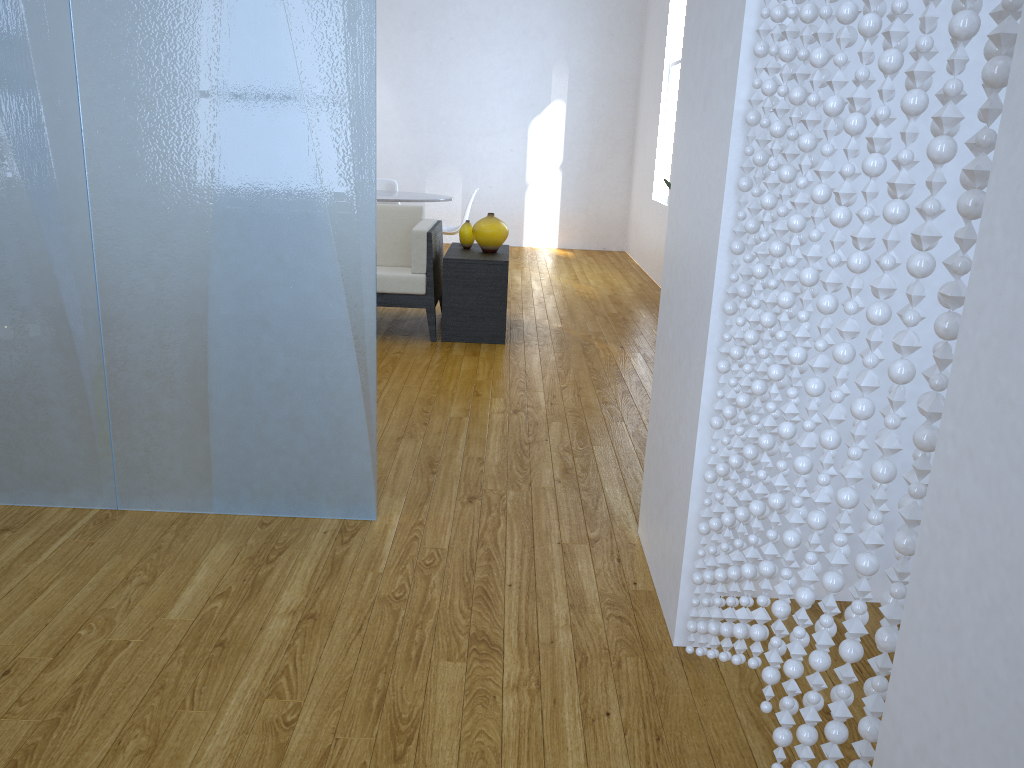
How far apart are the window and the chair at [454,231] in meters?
1.8 m

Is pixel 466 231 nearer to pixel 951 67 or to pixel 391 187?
pixel 391 187

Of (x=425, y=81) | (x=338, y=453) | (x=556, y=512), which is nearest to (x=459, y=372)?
(x=556, y=512)

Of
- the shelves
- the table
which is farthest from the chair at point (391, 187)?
the shelves

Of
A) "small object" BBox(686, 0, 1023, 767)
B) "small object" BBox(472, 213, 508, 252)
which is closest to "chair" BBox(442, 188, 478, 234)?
"small object" BBox(472, 213, 508, 252)

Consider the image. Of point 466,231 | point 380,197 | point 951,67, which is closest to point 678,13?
point 380,197

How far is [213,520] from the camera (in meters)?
2.52

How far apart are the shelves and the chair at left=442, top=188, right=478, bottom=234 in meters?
1.4 m

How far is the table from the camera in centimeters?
639cm

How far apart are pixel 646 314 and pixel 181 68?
4.05m
